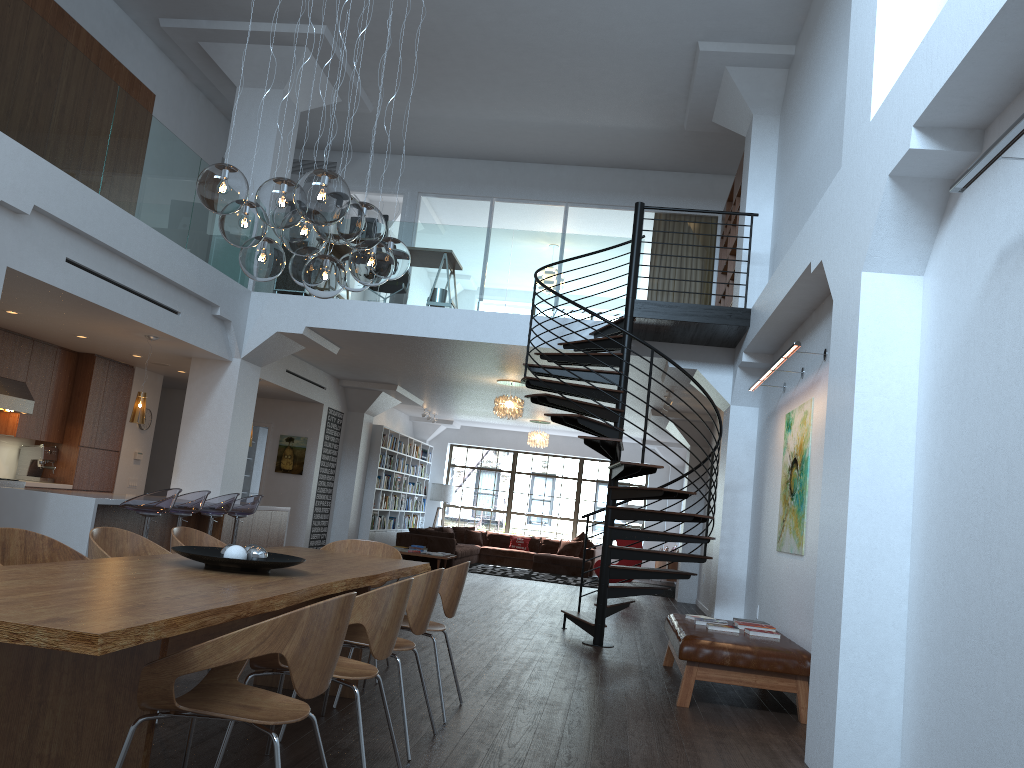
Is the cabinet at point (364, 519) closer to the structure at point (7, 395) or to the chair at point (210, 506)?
the structure at point (7, 395)

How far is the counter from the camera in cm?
747

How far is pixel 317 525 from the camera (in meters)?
14.42

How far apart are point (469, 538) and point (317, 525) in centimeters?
519cm

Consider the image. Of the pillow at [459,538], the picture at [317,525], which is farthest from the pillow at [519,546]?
the picture at [317,525]

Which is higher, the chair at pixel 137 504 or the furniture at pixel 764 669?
the chair at pixel 137 504

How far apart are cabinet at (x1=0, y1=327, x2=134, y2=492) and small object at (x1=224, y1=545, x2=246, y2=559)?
7.37m

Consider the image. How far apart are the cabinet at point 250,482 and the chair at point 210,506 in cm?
742

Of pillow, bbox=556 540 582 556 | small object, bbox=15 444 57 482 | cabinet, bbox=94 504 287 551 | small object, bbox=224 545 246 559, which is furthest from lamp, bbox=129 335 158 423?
pillow, bbox=556 540 582 556

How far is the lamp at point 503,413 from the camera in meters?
12.7 m
